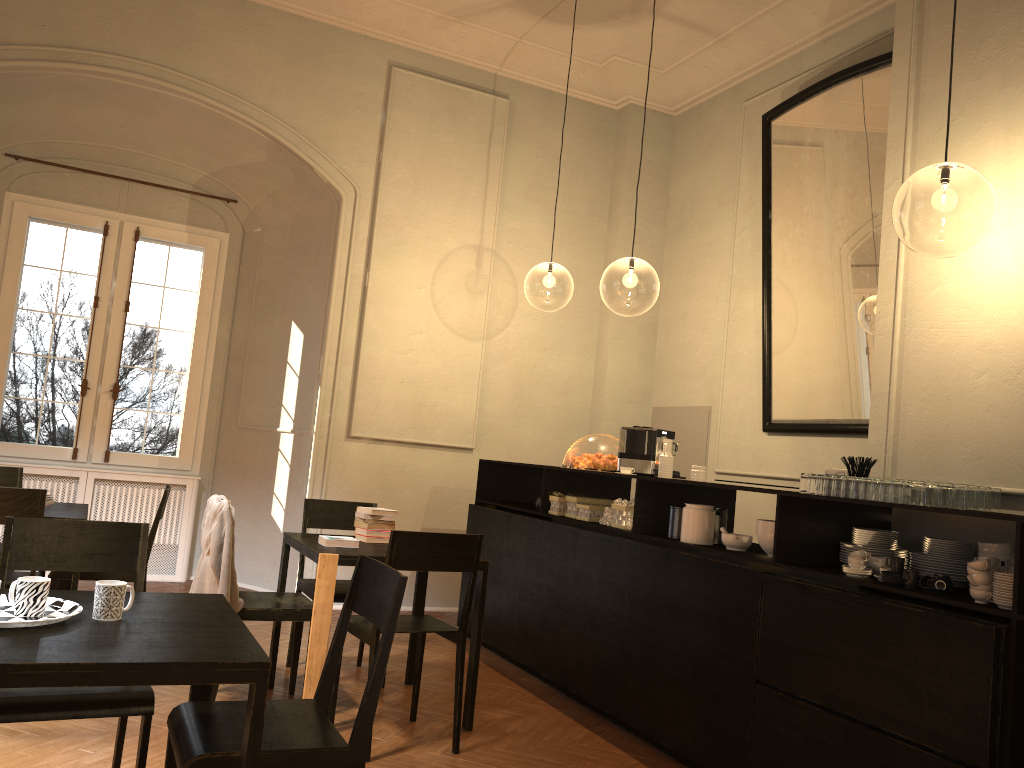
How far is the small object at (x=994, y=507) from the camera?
3.8 meters

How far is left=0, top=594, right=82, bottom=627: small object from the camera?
2.3 meters

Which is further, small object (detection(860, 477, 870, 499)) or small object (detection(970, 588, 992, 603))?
small object (detection(860, 477, 870, 499))

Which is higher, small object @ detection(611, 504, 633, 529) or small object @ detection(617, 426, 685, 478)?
small object @ detection(617, 426, 685, 478)

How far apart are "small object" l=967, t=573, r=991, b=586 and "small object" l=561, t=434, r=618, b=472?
2.9 meters

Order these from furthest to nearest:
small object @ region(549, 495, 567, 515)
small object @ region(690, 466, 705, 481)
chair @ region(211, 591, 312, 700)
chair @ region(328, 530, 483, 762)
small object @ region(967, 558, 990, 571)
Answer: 1. small object @ region(549, 495, 567, 515)
2. small object @ region(690, 466, 705, 481)
3. chair @ region(211, 591, 312, 700)
4. chair @ region(328, 530, 483, 762)
5. small object @ region(967, 558, 990, 571)

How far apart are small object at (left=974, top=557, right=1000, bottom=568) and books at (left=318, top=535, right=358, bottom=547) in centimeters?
305cm

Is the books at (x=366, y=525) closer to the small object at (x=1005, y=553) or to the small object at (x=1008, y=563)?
the small object at (x=1005, y=553)

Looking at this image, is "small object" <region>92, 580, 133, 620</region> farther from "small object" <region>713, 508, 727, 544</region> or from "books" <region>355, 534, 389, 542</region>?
"small object" <region>713, 508, 727, 544</region>

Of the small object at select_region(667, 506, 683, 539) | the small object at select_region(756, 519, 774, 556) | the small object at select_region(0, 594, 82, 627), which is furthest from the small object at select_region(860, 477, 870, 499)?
the small object at select_region(0, 594, 82, 627)
